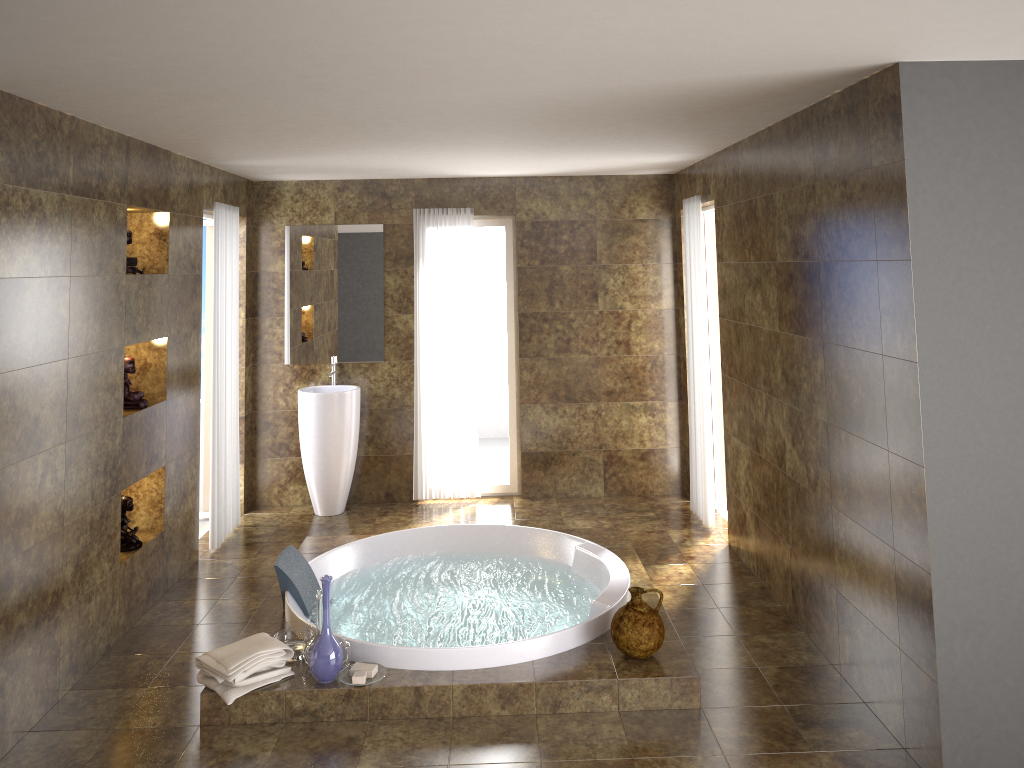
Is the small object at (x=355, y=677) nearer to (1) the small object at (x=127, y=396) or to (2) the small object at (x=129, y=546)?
(2) the small object at (x=129, y=546)

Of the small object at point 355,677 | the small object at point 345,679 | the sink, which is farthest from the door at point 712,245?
the small object at point 355,677

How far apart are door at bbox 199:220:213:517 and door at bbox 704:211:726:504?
3.7 meters

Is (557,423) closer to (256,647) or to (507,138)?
(507,138)

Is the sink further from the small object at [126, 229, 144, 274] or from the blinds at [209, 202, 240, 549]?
the small object at [126, 229, 144, 274]

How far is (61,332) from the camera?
3.8 meters

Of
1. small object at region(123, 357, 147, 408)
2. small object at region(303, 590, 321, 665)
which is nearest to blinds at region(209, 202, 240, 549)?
small object at region(123, 357, 147, 408)

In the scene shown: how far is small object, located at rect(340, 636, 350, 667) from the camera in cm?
395

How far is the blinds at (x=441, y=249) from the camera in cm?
673

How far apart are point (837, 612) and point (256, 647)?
2.7 meters
